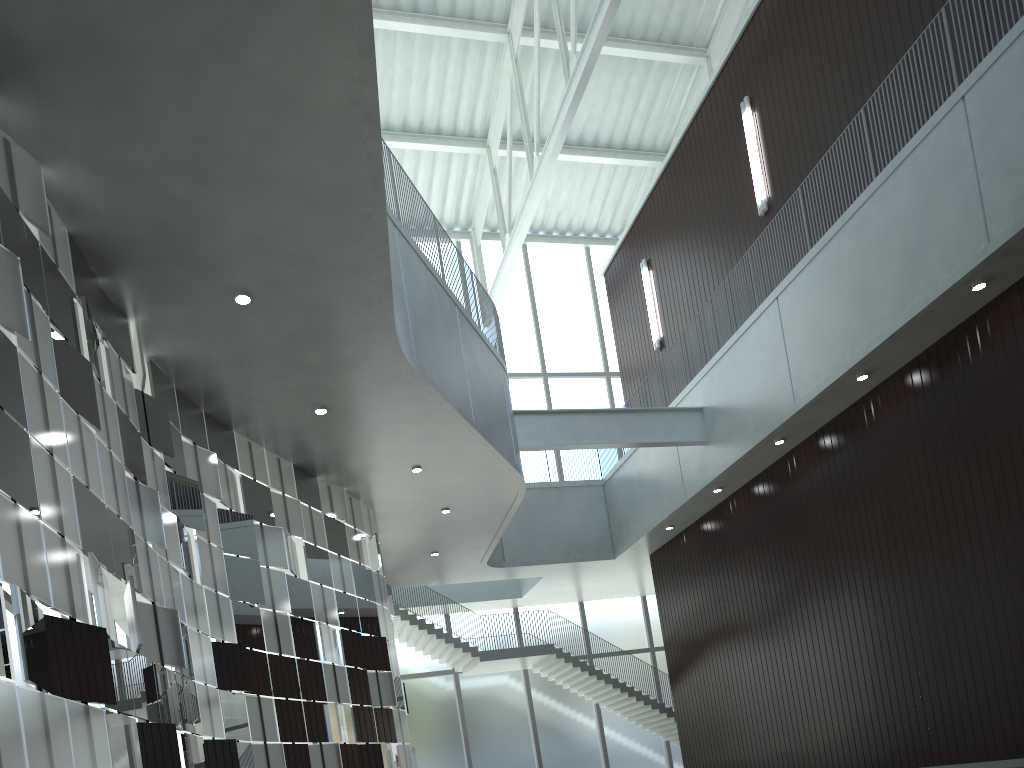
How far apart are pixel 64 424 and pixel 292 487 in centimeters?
2249cm

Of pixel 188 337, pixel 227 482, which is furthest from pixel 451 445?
pixel 188 337
